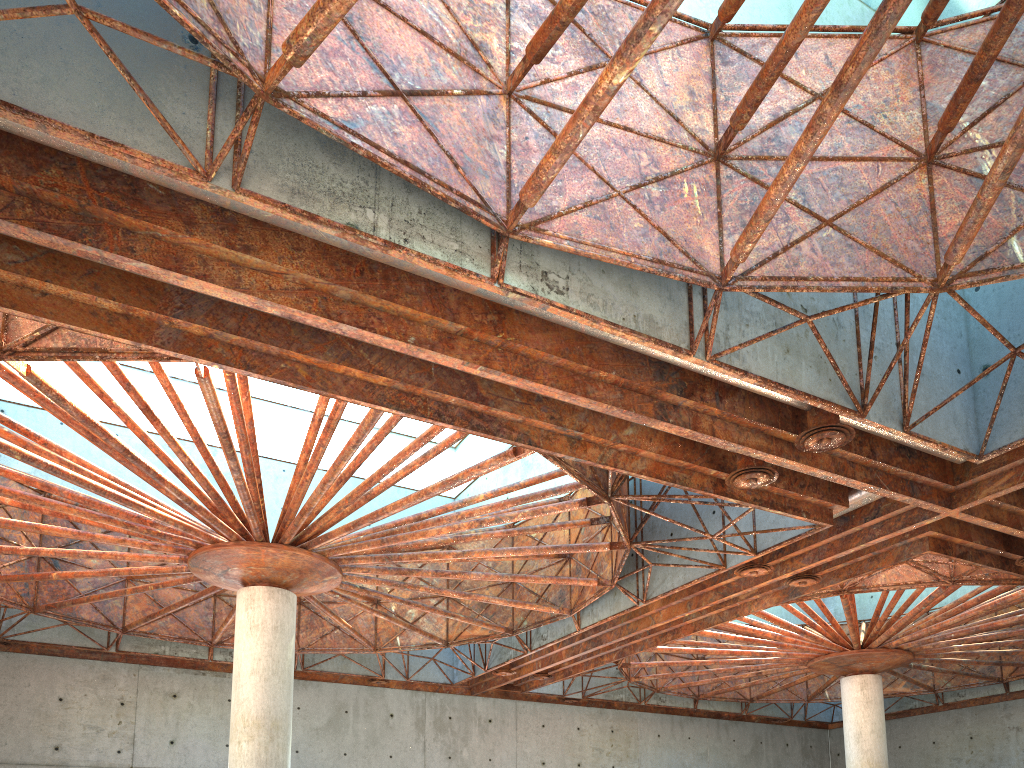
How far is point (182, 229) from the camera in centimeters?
1440cm
